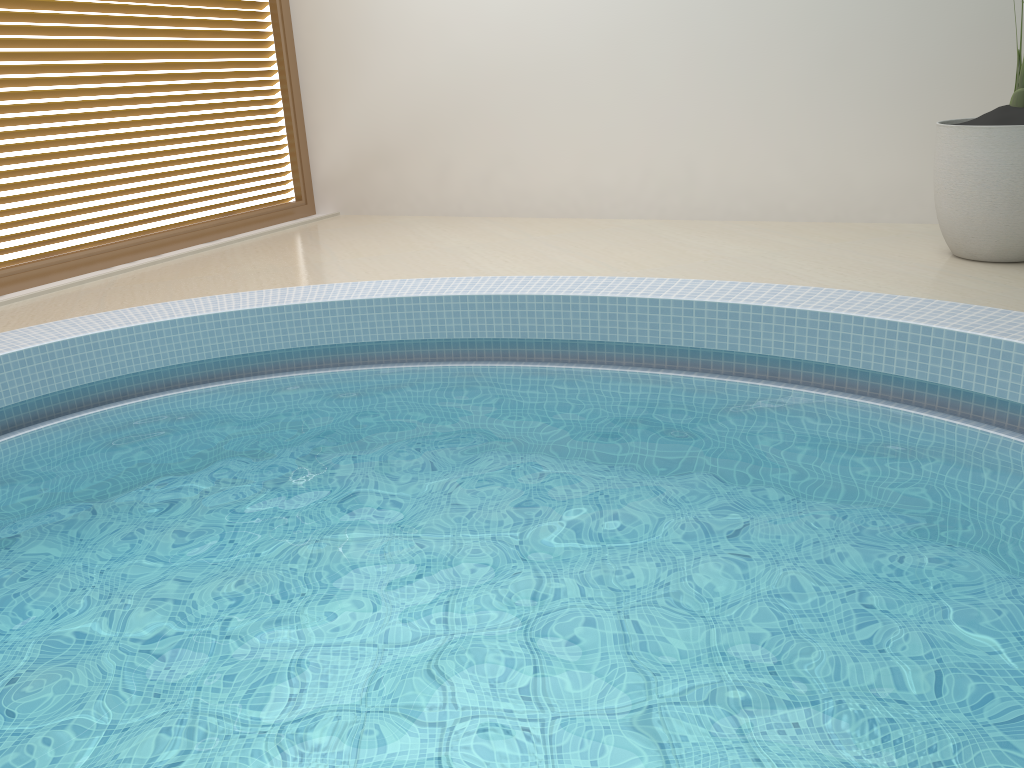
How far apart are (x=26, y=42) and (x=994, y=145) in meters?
5.1

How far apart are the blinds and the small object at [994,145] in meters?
4.8

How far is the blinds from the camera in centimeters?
508cm

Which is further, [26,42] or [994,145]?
[26,42]

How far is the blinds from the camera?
5.1m

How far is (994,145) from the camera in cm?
399

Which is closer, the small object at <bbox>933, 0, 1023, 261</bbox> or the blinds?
the small object at <bbox>933, 0, 1023, 261</bbox>

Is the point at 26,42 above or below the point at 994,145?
above

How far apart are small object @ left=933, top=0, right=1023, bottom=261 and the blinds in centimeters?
478cm

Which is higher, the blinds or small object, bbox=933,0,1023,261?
the blinds
